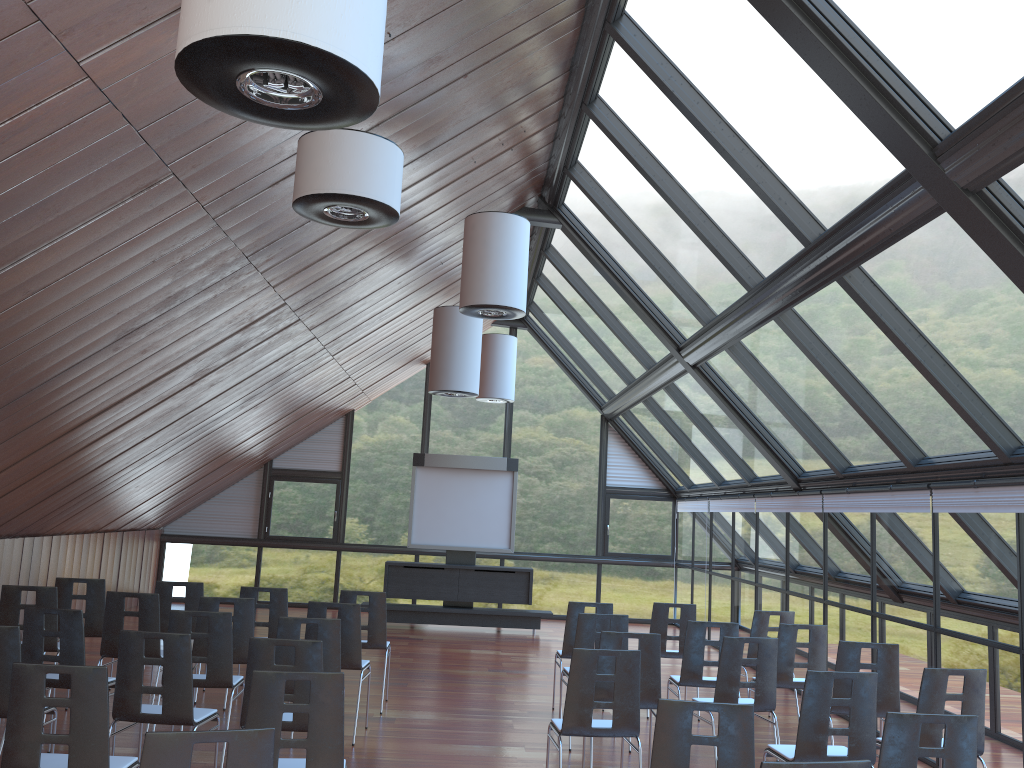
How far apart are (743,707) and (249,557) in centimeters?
1486cm

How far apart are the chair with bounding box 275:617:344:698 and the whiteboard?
9.0m

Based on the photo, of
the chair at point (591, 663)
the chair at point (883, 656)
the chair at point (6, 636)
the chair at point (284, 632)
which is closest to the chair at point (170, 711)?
the chair at point (6, 636)

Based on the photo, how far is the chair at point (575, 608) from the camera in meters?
9.1

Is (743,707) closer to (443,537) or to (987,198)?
(987,198)

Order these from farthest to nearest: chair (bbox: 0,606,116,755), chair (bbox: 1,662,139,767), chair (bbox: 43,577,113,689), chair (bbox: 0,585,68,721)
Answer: chair (bbox: 43,577,113,689), chair (bbox: 0,585,68,721), chair (bbox: 0,606,116,755), chair (bbox: 1,662,139,767)

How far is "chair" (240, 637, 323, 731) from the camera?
5.6 meters

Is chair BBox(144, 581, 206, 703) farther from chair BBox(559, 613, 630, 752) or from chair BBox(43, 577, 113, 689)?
chair BBox(559, 613, 630, 752)

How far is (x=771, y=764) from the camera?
3.28m

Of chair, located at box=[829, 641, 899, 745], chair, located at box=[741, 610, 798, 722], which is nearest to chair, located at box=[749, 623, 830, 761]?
chair, located at box=[741, 610, 798, 722]
